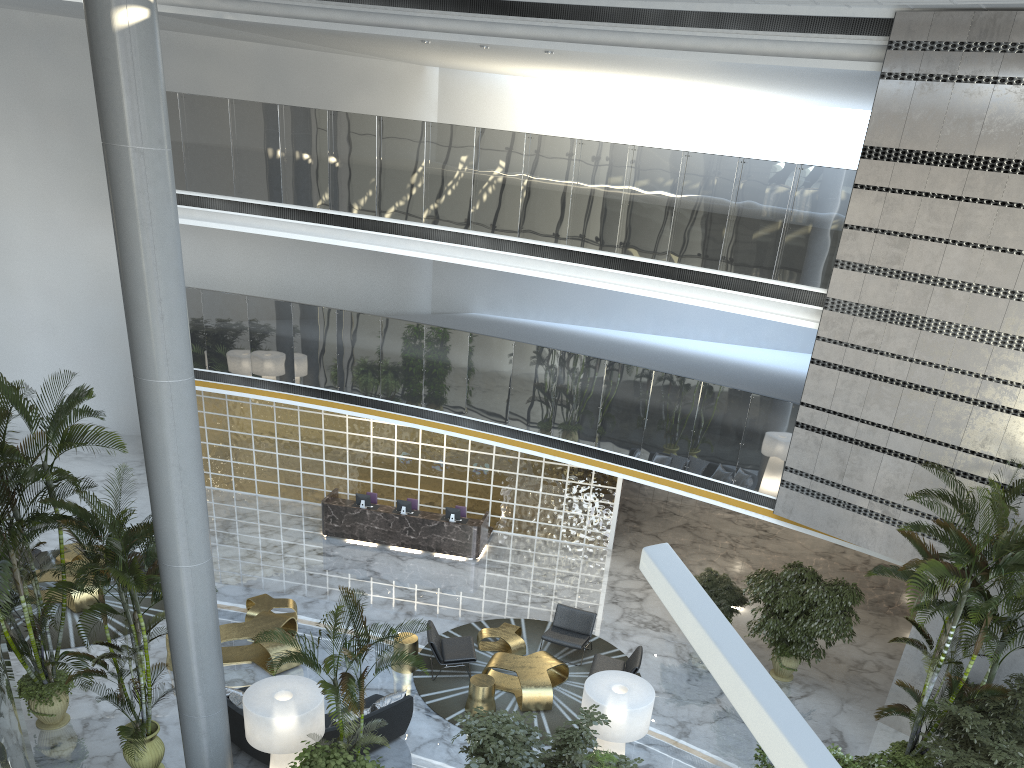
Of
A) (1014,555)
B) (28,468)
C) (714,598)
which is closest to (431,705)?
(714,598)

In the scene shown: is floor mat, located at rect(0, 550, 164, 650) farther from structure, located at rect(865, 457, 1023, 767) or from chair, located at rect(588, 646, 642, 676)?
structure, located at rect(865, 457, 1023, 767)

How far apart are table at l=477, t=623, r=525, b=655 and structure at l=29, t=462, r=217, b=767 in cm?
464

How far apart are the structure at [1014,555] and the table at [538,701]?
4.2 meters

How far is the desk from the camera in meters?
15.8 m

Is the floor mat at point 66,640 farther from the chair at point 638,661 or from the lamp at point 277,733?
the chair at point 638,661

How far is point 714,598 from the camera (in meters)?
13.06

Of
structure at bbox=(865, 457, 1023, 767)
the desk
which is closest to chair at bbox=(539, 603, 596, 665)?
the desk

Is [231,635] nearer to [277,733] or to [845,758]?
[277,733]

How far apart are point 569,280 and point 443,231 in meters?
2.6
